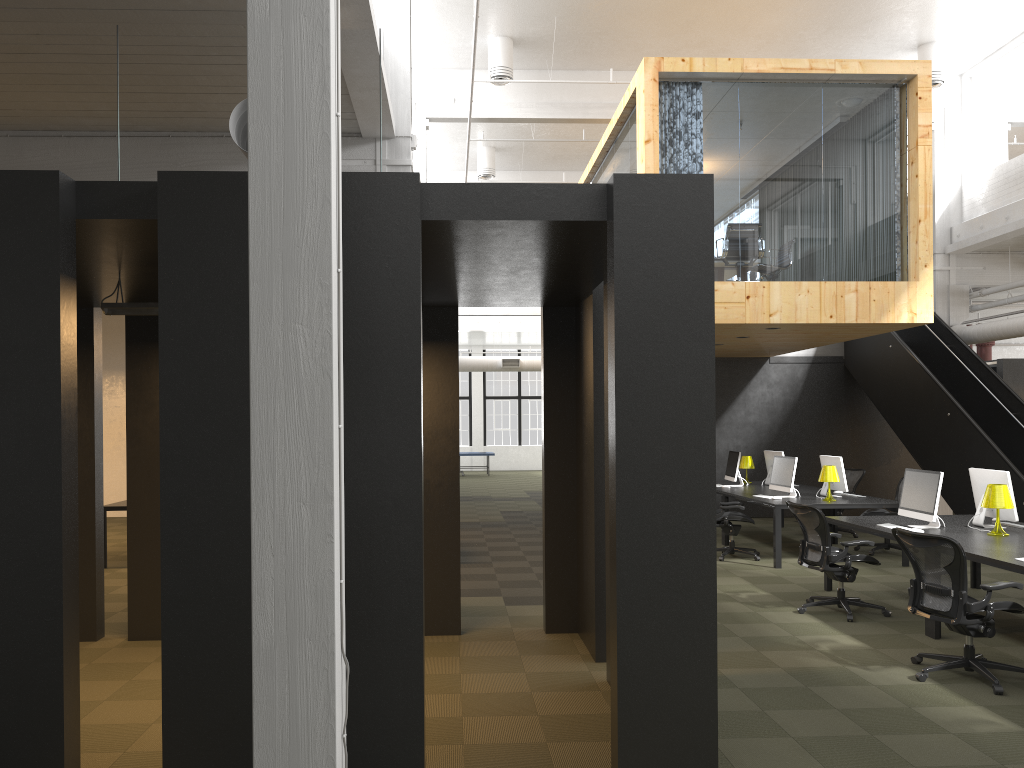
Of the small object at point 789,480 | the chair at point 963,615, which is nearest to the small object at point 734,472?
Answer: the small object at point 789,480

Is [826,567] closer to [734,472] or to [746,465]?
[734,472]

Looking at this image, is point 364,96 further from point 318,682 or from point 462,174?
point 462,174

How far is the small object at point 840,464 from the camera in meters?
11.2

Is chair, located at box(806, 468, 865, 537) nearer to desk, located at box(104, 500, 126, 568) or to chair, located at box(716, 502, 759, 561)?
chair, located at box(716, 502, 759, 561)

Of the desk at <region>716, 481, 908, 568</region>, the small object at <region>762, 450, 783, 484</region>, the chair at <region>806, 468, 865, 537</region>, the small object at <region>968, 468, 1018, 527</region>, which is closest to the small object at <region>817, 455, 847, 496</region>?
the desk at <region>716, 481, 908, 568</region>

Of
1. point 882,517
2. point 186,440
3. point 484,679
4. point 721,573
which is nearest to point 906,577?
point 882,517

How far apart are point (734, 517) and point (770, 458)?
2.85m

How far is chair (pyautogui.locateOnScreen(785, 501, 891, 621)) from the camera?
7.8m

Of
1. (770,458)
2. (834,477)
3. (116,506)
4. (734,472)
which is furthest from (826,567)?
(116,506)
